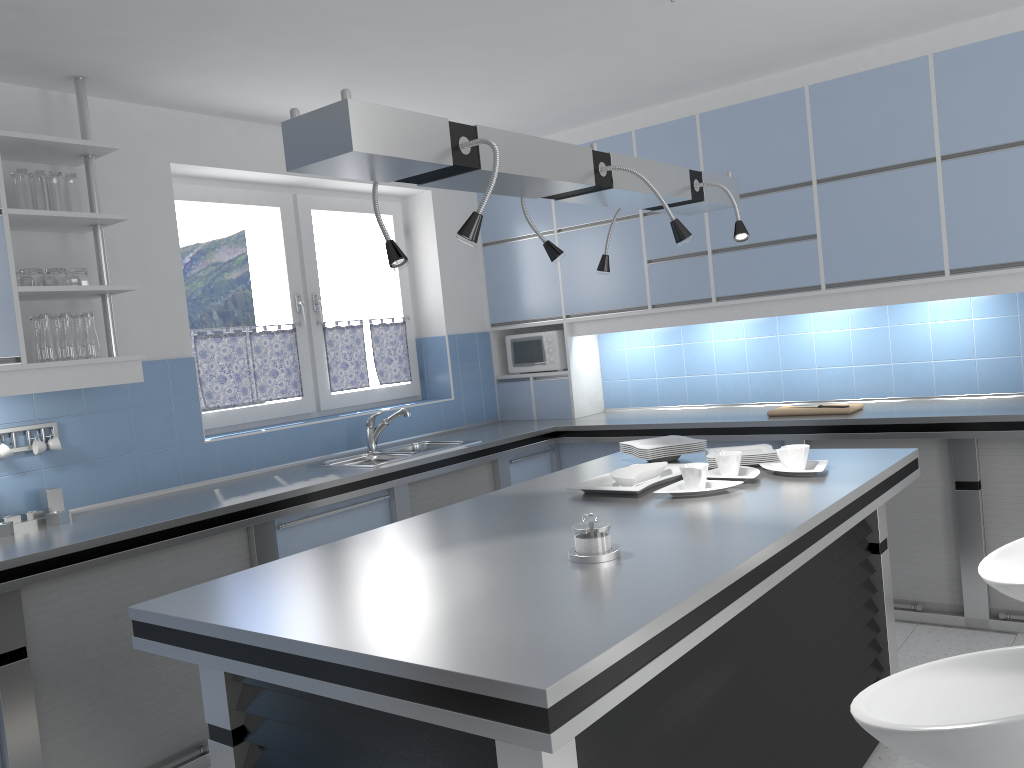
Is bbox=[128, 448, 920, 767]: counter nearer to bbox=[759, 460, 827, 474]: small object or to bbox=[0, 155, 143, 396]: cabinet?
bbox=[759, 460, 827, 474]: small object

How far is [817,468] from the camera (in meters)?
2.84

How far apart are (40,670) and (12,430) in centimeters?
100cm

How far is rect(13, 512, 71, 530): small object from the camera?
3.36m

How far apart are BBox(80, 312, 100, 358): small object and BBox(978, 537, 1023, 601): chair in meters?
3.1

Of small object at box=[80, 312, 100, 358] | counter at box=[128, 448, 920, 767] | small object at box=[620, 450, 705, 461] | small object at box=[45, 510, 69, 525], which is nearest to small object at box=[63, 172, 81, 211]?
small object at box=[80, 312, 100, 358]

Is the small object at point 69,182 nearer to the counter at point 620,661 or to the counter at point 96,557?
the counter at point 96,557

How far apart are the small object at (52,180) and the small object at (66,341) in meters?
0.4

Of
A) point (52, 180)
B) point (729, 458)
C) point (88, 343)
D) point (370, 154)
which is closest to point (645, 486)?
point (729, 458)

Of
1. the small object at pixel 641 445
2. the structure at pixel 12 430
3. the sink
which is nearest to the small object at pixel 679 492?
the small object at pixel 641 445
